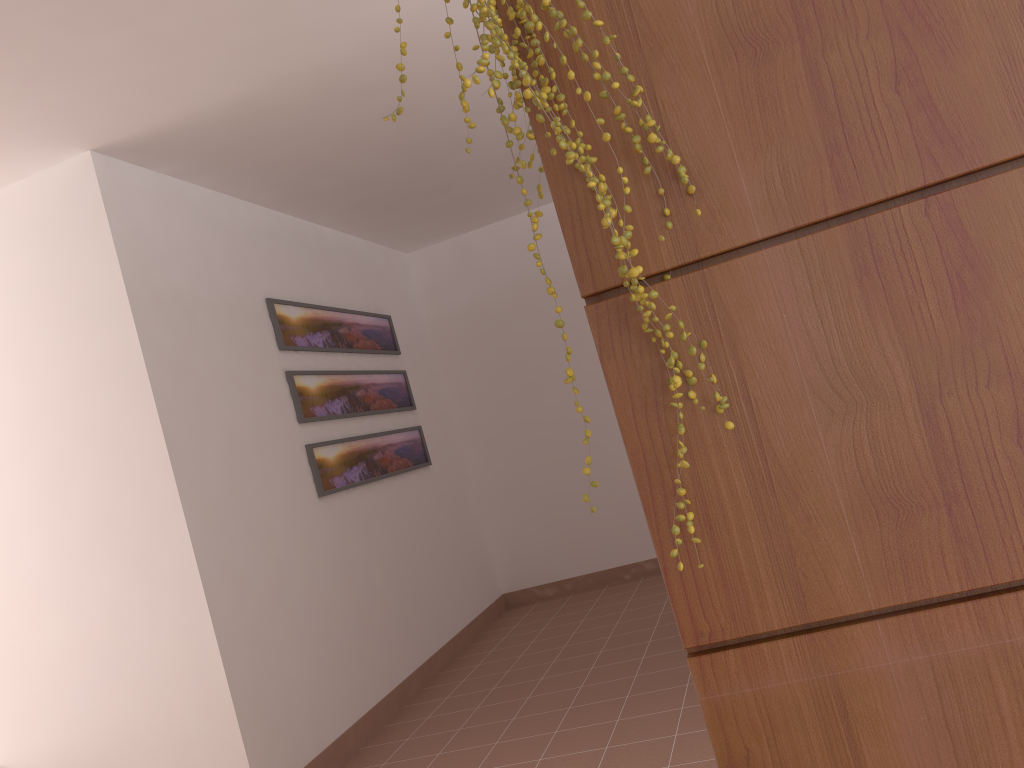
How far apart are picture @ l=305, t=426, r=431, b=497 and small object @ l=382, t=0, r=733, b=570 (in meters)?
3.12

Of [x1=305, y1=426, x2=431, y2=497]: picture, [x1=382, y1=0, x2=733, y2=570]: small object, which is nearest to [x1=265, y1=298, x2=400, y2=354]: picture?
[x1=305, y1=426, x2=431, y2=497]: picture

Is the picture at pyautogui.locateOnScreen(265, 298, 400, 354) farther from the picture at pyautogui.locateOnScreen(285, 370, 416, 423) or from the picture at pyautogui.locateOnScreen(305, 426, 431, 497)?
the picture at pyautogui.locateOnScreen(305, 426, 431, 497)

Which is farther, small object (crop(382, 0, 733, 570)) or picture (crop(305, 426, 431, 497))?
picture (crop(305, 426, 431, 497))

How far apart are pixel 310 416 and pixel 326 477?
0.3 meters

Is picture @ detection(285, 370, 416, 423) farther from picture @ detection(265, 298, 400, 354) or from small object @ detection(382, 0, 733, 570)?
small object @ detection(382, 0, 733, 570)

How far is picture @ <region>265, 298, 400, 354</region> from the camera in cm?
418

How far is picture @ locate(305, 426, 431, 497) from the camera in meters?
4.1

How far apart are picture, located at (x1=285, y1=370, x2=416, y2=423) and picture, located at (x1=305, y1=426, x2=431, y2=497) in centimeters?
13cm

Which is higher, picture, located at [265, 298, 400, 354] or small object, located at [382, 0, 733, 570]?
picture, located at [265, 298, 400, 354]
